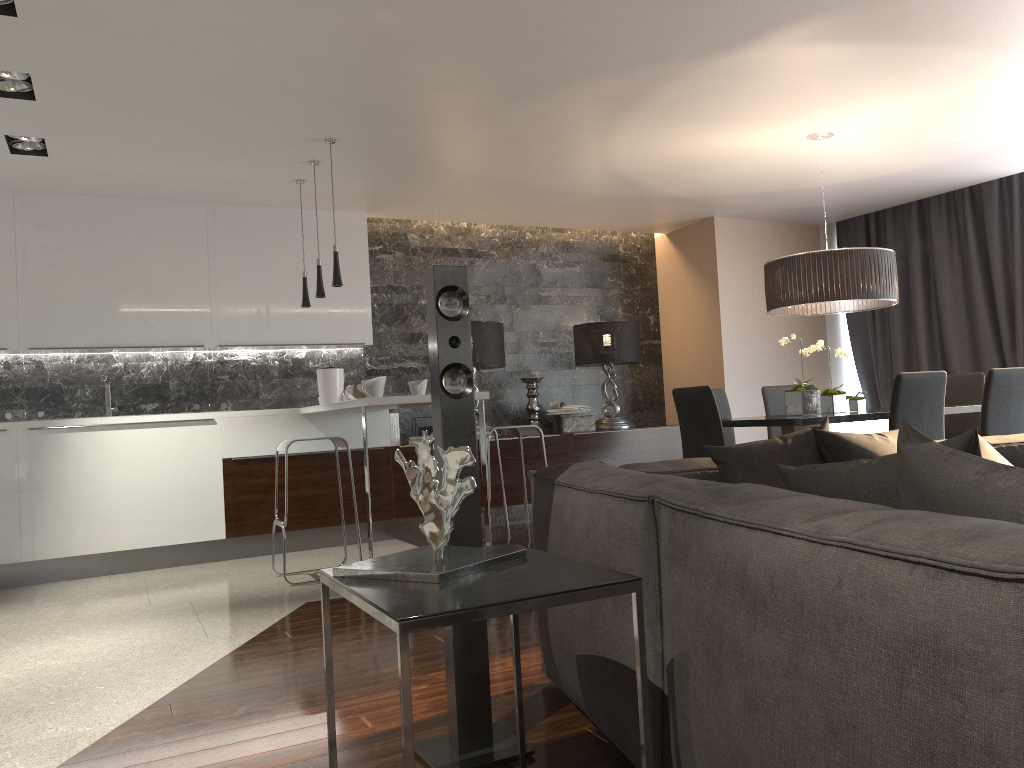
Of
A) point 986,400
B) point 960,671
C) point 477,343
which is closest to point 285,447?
point 477,343

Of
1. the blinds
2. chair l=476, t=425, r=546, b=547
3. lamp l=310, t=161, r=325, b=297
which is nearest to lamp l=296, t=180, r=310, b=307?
lamp l=310, t=161, r=325, b=297

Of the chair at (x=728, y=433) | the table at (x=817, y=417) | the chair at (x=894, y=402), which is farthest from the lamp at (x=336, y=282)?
the chair at (x=894, y=402)

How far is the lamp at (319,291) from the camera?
5.5 meters

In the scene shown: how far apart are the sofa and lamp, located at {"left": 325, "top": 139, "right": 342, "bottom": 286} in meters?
2.6

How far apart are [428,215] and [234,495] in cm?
269

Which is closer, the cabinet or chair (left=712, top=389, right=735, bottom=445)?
the cabinet

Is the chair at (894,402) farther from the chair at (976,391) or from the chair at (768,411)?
the chair at (768,411)

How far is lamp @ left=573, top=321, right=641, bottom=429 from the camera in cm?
751

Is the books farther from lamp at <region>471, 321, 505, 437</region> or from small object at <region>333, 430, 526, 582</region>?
small object at <region>333, 430, 526, 582</region>
